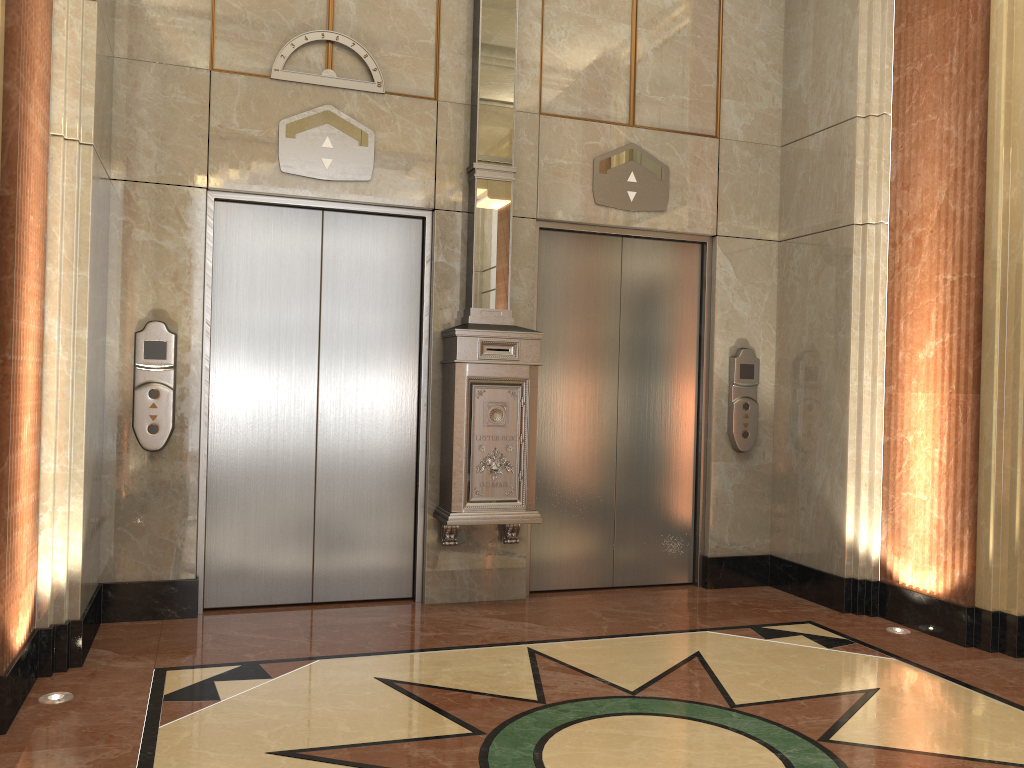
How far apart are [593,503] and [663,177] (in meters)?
2.02

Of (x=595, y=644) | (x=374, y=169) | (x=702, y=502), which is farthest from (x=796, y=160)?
(x=595, y=644)
